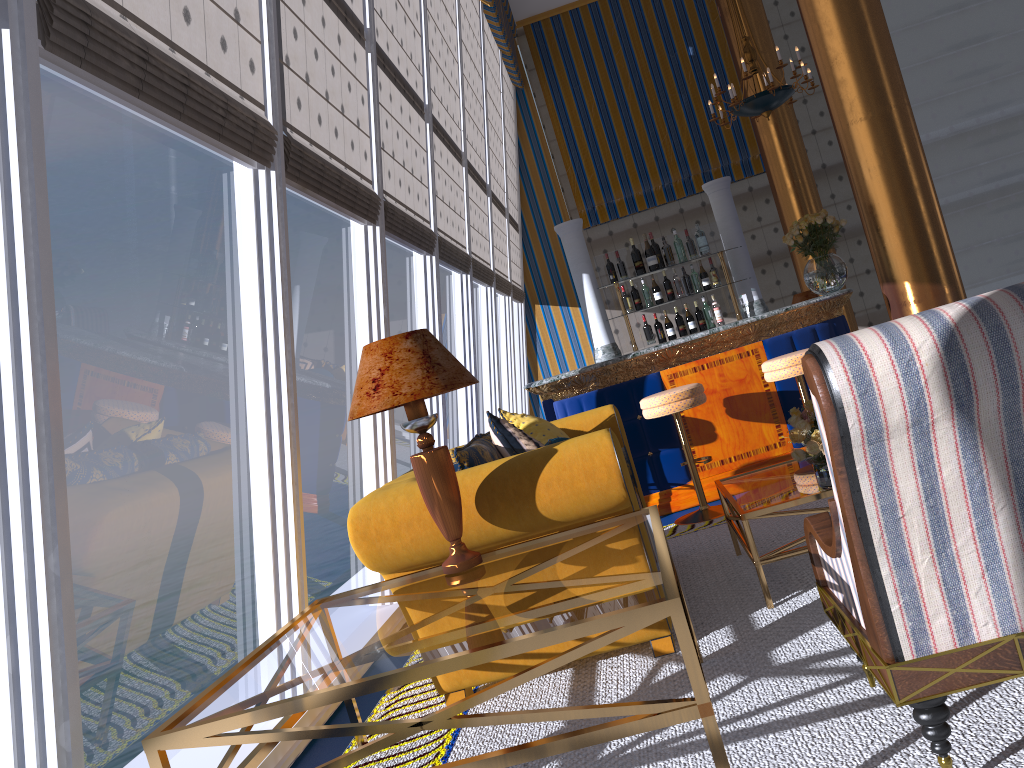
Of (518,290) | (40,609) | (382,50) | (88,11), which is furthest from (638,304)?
(40,609)

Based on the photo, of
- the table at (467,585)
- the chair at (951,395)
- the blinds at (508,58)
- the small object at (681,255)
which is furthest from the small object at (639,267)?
the blinds at (508,58)

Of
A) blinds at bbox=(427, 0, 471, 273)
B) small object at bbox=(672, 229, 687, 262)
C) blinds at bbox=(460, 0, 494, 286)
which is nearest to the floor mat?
small object at bbox=(672, 229, 687, 262)

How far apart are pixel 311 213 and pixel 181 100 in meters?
21.6

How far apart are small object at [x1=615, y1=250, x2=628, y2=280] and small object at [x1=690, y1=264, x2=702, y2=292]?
0.5 meters

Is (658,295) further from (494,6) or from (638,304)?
(494,6)

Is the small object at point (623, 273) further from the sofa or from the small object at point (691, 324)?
the sofa

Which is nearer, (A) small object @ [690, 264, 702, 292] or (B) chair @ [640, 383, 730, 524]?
(B) chair @ [640, 383, 730, 524]

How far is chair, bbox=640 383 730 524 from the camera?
5.1m

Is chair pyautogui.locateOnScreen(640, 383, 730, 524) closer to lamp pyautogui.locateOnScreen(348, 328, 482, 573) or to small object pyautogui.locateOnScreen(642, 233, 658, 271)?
small object pyautogui.locateOnScreen(642, 233, 658, 271)
